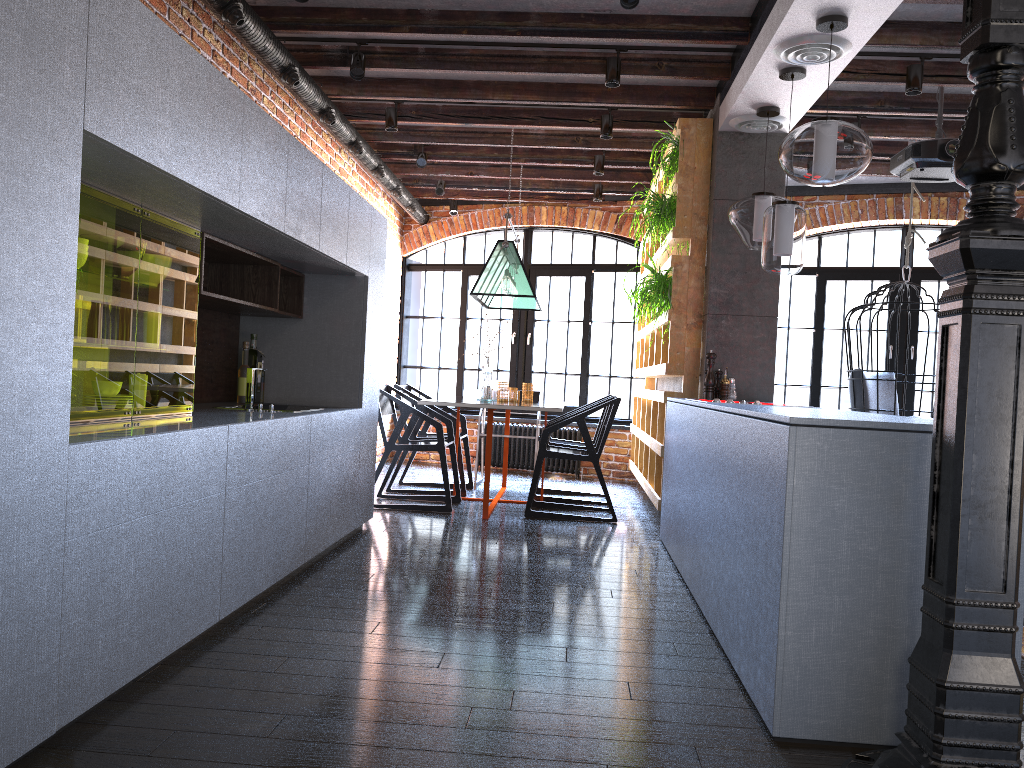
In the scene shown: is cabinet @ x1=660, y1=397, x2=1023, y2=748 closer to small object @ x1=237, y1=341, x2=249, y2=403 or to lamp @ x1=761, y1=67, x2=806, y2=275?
lamp @ x1=761, y1=67, x2=806, y2=275

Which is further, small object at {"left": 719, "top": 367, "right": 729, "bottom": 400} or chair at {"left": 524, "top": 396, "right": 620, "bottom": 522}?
chair at {"left": 524, "top": 396, "right": 620, "bottom": 522}

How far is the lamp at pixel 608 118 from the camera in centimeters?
582cm

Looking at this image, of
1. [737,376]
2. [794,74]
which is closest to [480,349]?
[737,376]

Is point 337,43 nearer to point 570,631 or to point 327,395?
point 327,395

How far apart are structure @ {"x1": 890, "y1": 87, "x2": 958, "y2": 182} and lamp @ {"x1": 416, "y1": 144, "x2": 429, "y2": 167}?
3.4 meters

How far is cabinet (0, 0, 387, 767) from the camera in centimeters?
186cm

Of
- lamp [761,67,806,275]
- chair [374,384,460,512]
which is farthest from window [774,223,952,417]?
lamp [761,67,806,275]

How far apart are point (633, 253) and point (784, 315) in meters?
40.7

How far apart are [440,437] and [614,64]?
2.5 meters
